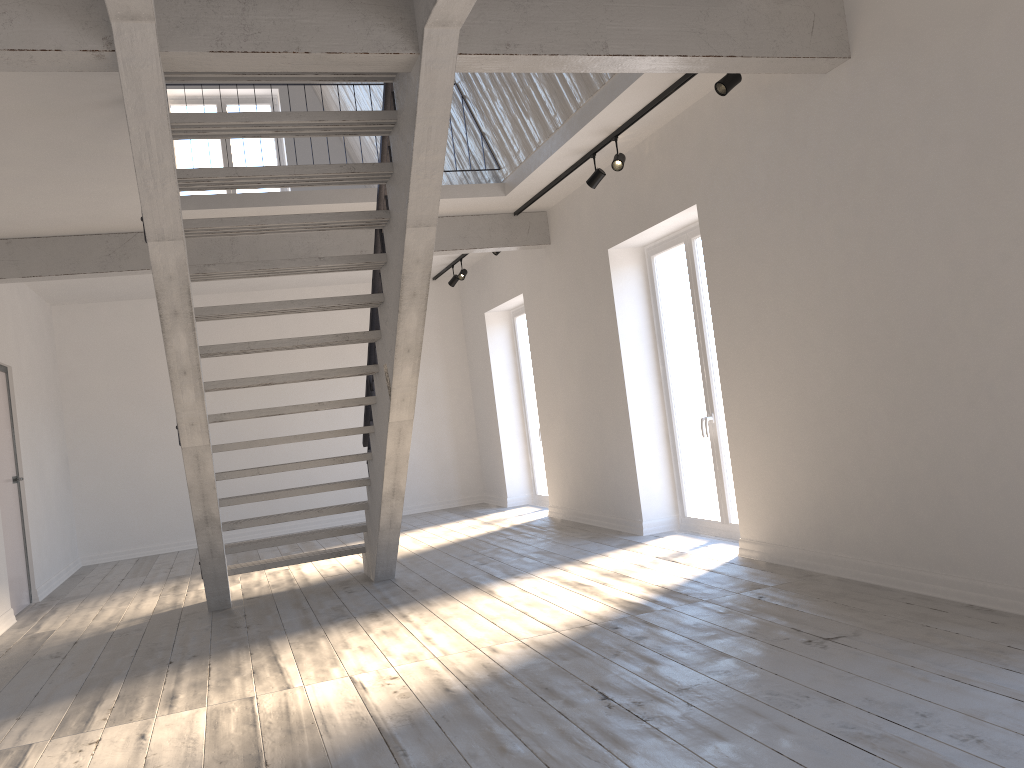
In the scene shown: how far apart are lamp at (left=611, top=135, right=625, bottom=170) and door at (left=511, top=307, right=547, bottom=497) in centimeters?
426cm

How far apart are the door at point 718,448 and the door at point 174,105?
5.98m

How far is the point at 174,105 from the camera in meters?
10.9

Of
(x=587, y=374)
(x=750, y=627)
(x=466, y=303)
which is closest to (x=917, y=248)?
(x=750, y=627)

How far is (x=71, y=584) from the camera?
8.6 meters

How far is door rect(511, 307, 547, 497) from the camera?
10.4 meters

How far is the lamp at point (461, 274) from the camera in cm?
1014

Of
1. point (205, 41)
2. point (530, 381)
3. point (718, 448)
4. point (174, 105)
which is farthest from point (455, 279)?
point (205, 41)

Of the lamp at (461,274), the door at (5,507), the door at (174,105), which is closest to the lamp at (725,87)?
the lamp at (461,274)

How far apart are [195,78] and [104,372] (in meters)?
7.21
